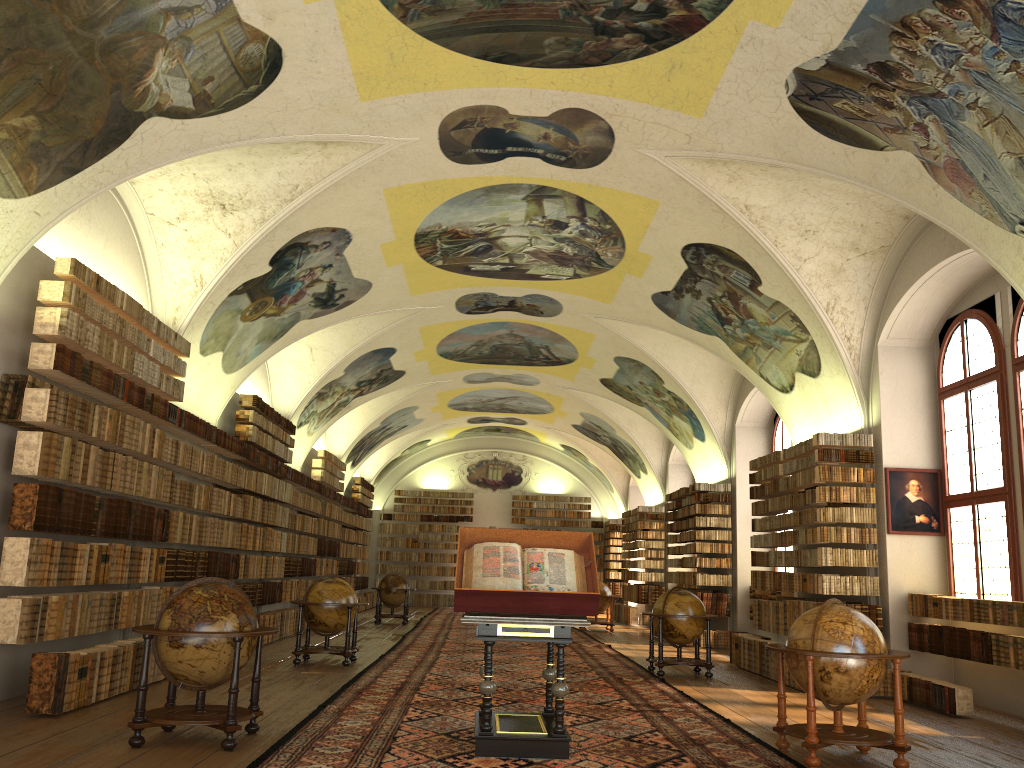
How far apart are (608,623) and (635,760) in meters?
17.9 m

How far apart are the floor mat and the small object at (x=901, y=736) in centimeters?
10cm

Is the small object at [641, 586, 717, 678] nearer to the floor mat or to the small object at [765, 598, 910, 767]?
the floor mat

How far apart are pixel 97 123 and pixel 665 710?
9.0 meters

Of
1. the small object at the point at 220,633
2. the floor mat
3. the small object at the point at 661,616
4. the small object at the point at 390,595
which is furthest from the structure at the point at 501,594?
the small object at the point at 390,595

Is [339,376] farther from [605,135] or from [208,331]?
[605,135]

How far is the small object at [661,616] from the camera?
14.3 meters

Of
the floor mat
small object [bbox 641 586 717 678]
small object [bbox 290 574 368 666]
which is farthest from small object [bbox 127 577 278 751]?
small object [bbox 641 586 717 678]

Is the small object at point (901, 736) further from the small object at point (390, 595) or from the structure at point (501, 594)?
the small object at point (390, 595)

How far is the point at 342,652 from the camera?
14.16m
